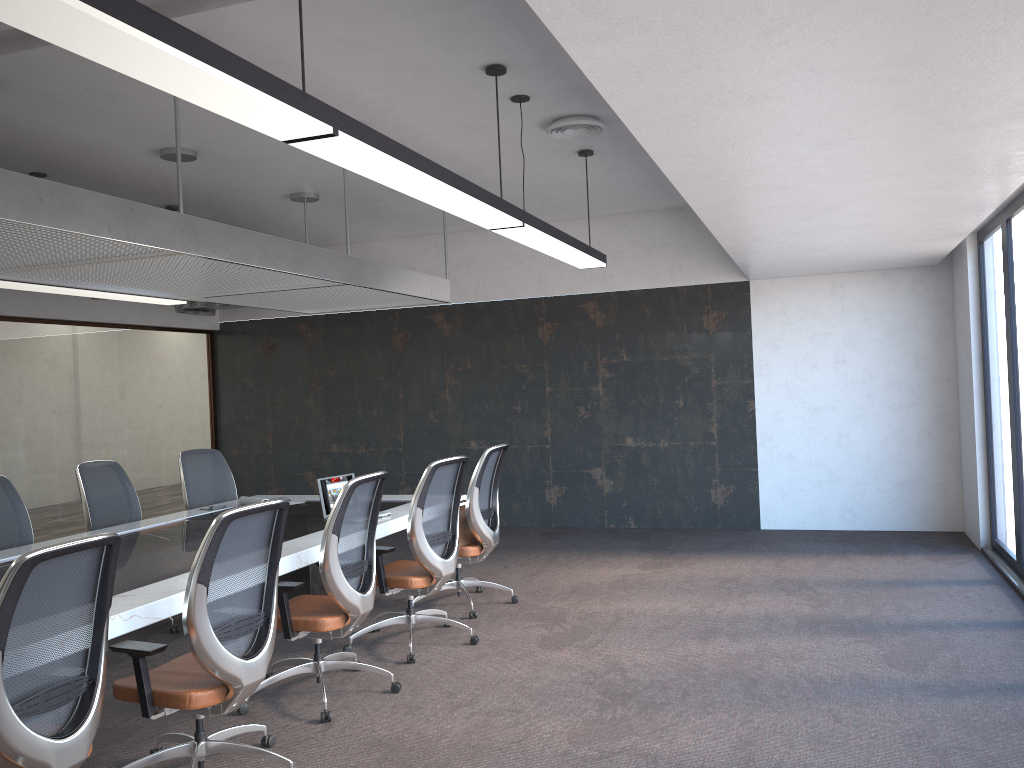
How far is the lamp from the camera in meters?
2.1 m

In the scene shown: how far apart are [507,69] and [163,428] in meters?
7.1

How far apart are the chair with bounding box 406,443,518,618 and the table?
0.44m

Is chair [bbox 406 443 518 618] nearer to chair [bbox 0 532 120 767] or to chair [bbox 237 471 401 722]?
chair [bbox 237 471 401 722]

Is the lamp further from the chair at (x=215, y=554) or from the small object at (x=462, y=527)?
the small object at (x=462, y=527)

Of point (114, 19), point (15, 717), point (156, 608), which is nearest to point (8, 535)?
point (156, 608)

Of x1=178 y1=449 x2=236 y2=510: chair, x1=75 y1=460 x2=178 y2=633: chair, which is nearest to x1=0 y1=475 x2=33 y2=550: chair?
x1=75 y1=460 x2=178 y2=633: chair

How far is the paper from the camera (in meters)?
6.66

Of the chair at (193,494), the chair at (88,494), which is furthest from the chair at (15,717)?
the chair at (193,494)

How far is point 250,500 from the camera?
6.7m
